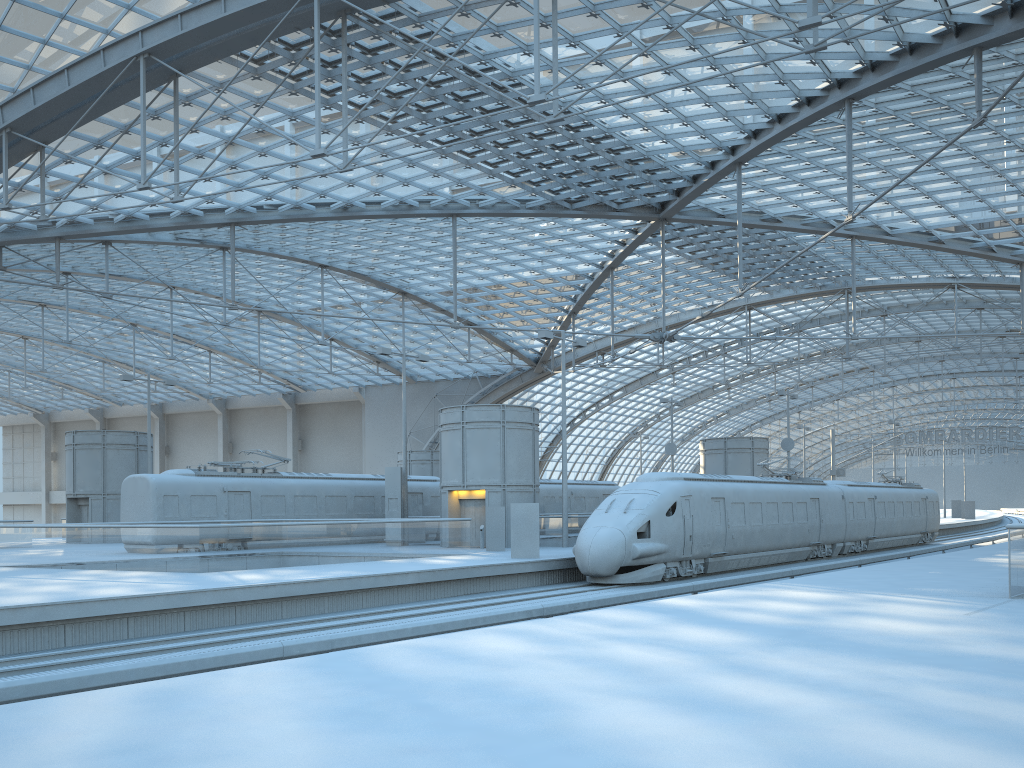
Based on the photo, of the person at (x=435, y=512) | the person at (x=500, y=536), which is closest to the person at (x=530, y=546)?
the person at (x=500, y=536)

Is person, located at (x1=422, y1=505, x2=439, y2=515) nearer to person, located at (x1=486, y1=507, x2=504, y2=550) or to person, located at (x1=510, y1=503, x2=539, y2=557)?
person, located at (x1=486, y1=507, x2=504, y2=550)

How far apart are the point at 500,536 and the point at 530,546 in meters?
4.5 m

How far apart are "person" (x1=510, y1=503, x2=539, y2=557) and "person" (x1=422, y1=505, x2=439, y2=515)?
13.6 meters

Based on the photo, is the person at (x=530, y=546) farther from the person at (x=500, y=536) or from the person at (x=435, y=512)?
the person at (x=435, y=512)

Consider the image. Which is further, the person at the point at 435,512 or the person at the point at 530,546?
the person at the point at 435,512

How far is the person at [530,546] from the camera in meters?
26.0

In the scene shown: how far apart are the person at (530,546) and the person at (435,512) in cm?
1361

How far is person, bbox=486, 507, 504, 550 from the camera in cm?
3041

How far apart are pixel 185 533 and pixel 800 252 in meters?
22.8 m
